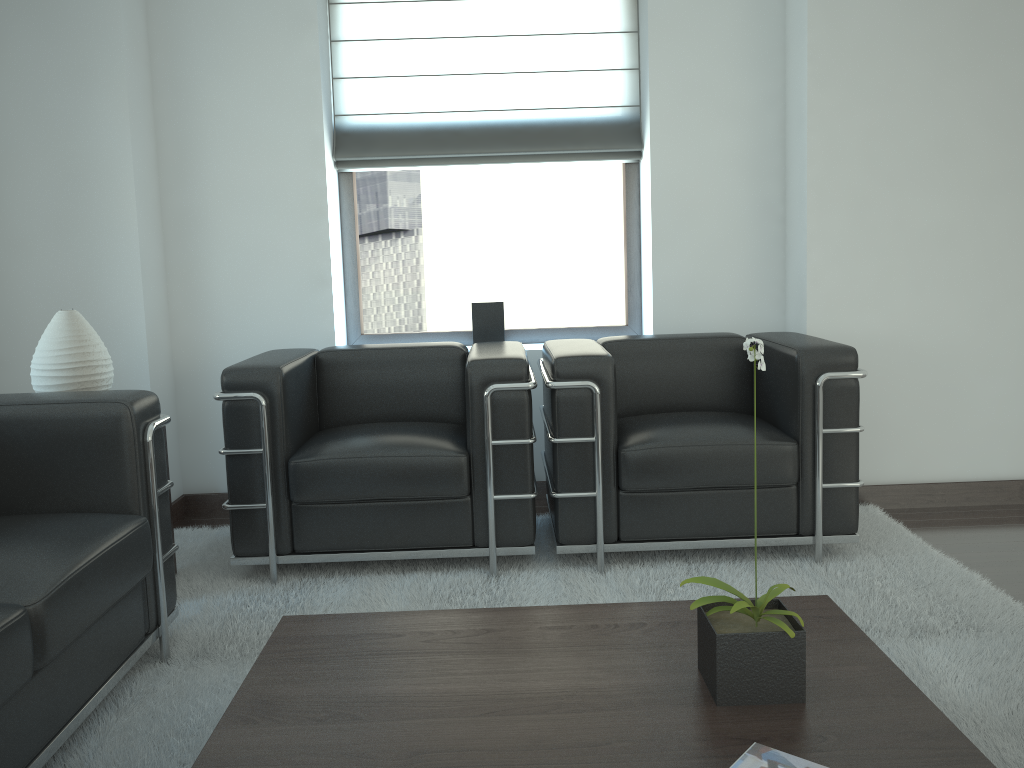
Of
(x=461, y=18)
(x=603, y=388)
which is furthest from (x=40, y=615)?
(x=461, y=18)

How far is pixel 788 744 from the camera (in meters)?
2.21

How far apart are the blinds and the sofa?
2.8m

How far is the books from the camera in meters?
2.0

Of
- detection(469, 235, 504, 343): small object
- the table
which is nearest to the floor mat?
the table

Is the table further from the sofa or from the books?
the sofa

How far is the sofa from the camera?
2.7 meters

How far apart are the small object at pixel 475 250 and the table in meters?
3.1 m

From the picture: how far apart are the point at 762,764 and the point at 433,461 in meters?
2.7

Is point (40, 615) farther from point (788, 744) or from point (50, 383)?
point (788, 744)
